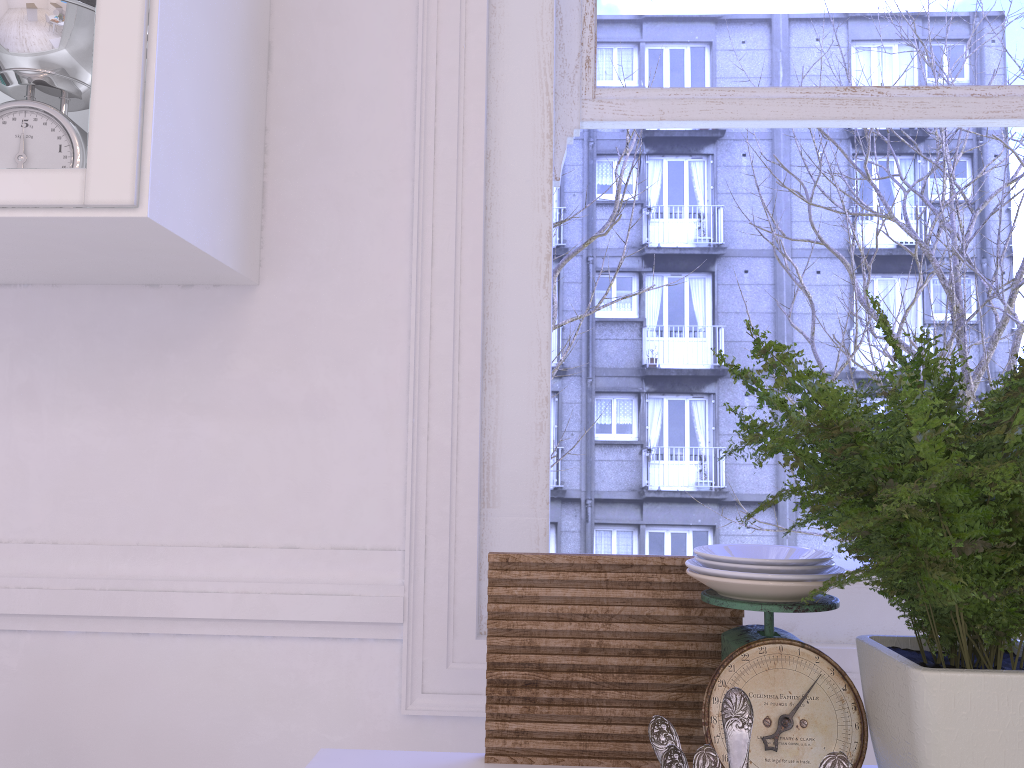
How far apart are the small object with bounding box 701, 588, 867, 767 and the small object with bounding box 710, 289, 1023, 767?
0.0m

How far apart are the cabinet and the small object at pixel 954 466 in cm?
68

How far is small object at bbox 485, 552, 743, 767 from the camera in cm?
101

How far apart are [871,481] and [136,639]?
1.11m

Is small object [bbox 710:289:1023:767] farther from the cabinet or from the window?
the cabinet

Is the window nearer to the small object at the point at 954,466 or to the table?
the table

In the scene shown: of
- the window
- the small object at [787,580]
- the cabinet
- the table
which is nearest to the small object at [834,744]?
the small object at [787,580]

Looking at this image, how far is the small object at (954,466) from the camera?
0.7m

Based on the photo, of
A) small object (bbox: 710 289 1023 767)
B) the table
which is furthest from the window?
small object (bbox: 710 289 1023 767)

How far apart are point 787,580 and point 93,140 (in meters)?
0.90
